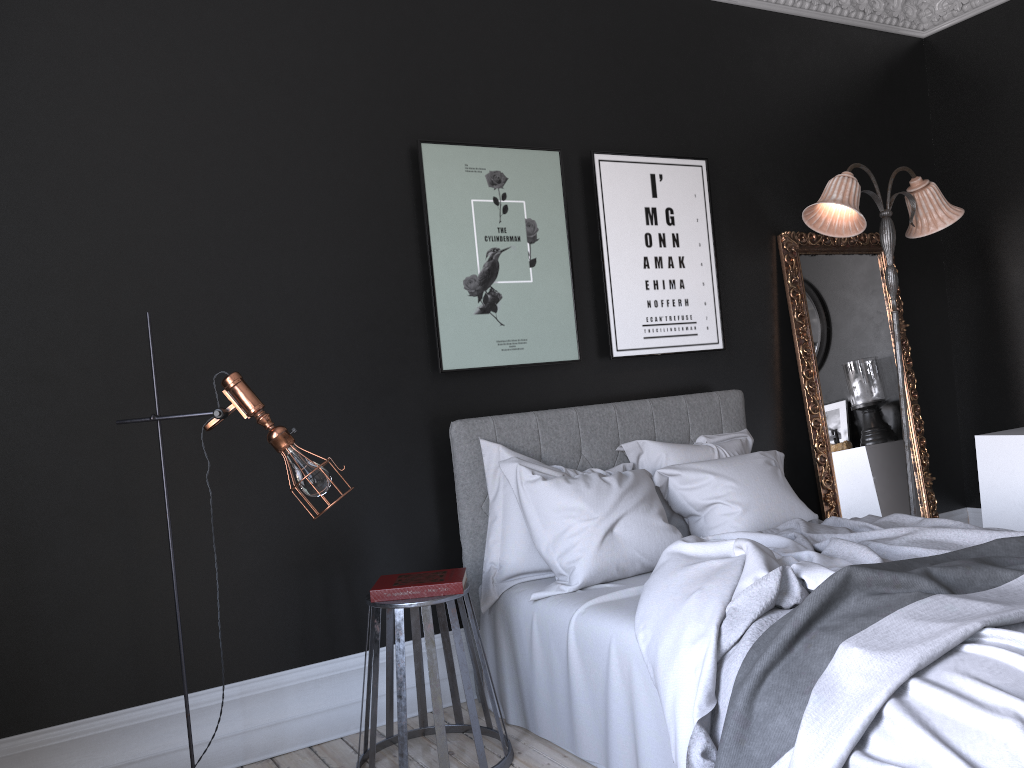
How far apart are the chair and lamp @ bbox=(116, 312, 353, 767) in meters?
0.5 m

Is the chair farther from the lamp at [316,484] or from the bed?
the lamp at [316,484]

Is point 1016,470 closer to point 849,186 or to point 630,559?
point 849,186

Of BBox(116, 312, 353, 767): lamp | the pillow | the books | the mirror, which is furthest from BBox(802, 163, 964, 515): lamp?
BBox(116, 312, 353, 767): lamp

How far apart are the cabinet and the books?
3.4 meters

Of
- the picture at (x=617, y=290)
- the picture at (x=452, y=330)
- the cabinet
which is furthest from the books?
the cabinet

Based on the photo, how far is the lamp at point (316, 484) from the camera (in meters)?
2.96

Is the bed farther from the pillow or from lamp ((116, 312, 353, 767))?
lamp ((116, 312, 353, 767))

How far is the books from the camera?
3.3 meters

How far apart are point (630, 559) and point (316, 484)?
1.37m
